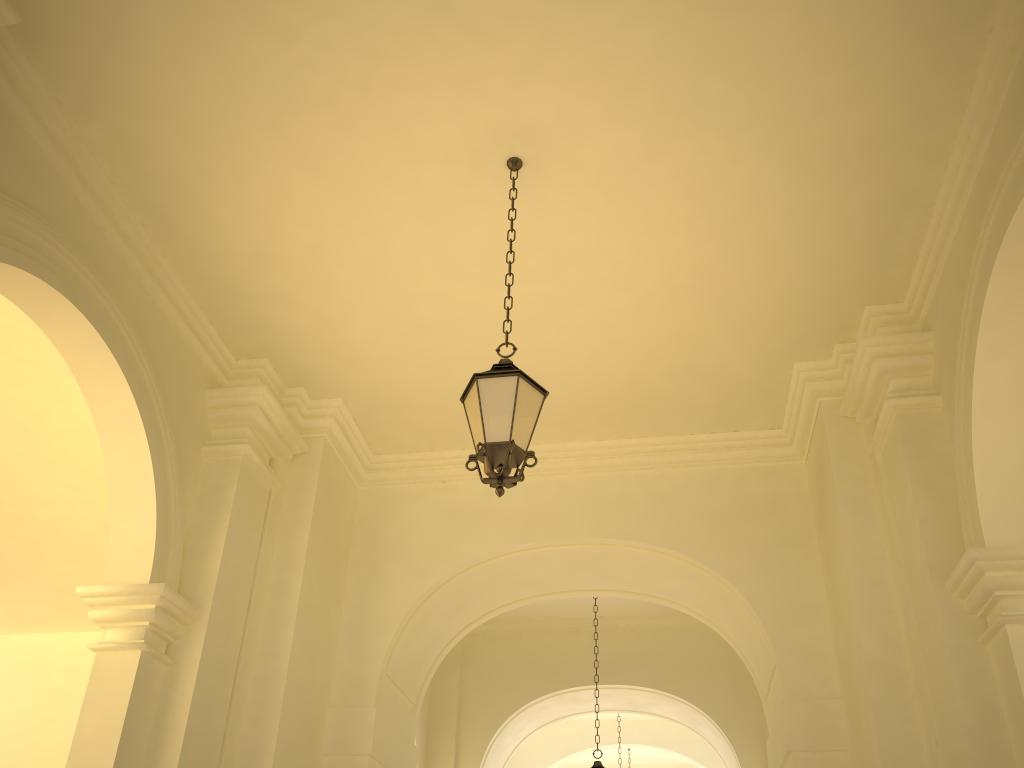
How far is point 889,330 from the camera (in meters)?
6.96

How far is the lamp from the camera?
4.6 meters

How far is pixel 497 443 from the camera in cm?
461

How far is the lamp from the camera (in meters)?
4.61
